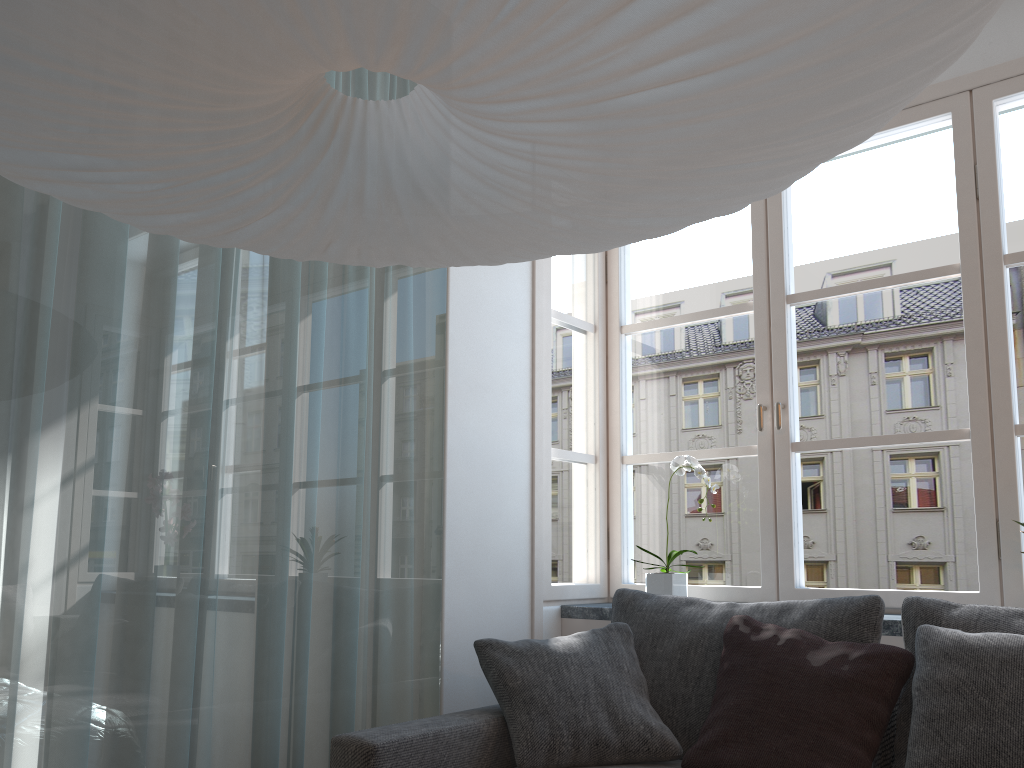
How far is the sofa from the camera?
2.0m

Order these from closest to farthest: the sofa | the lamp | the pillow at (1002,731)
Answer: the lamp
the pillow at (1002,731)
the sofa

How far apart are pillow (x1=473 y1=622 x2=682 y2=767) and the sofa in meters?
0.0

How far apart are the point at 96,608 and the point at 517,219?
1.3 meters

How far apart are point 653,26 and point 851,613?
1.9m

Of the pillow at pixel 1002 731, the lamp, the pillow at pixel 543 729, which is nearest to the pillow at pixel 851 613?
the pillow at pixel 543 729

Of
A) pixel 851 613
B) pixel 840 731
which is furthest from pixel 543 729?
pixel 851 613

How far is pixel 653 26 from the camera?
0.83m

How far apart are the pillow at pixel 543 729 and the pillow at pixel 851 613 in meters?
0.0

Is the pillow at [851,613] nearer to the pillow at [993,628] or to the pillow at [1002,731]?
the pillow at [993,628]
